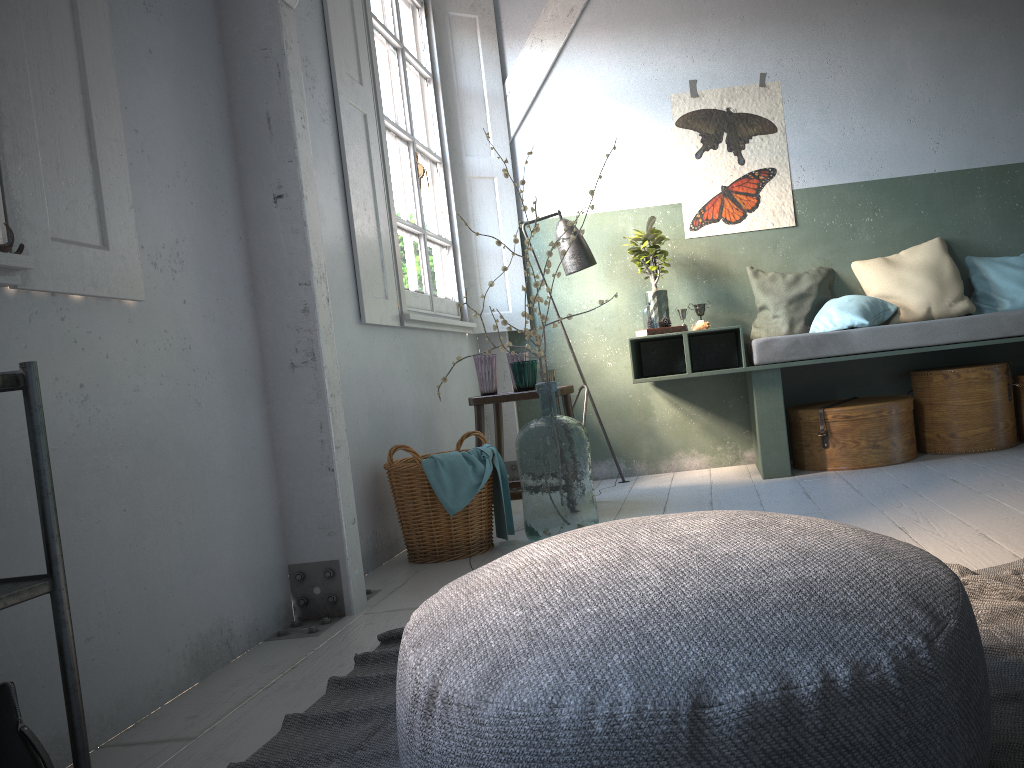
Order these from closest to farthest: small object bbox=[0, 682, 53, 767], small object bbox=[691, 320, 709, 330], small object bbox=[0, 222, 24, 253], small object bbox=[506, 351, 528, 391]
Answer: small object bbox=[0, 682, 53, 767], small object bbox=[0, 222, 24, 253], small object bbox=[506, 351, 528, 391], small object bbox=[691, 320, 709, 330]

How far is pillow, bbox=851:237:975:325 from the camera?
5.26m

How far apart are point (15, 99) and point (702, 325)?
3.99m

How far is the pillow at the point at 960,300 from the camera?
5.3m

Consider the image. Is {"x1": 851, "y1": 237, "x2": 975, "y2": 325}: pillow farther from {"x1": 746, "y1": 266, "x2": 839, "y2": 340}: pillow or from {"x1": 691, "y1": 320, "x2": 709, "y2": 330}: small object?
{"x1": 691, "y1": 320, "x2": 709, "y2": 330}: small object

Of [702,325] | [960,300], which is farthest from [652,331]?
[960,300]

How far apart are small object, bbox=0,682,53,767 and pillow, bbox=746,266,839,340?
4.75m

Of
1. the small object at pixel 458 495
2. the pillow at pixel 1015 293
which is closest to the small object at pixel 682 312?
the pillow at pixel 1015 293

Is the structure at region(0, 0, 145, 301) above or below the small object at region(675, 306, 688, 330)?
above

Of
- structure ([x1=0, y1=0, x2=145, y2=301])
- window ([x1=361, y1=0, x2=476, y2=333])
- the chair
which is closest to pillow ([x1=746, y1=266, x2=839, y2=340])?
the chair
